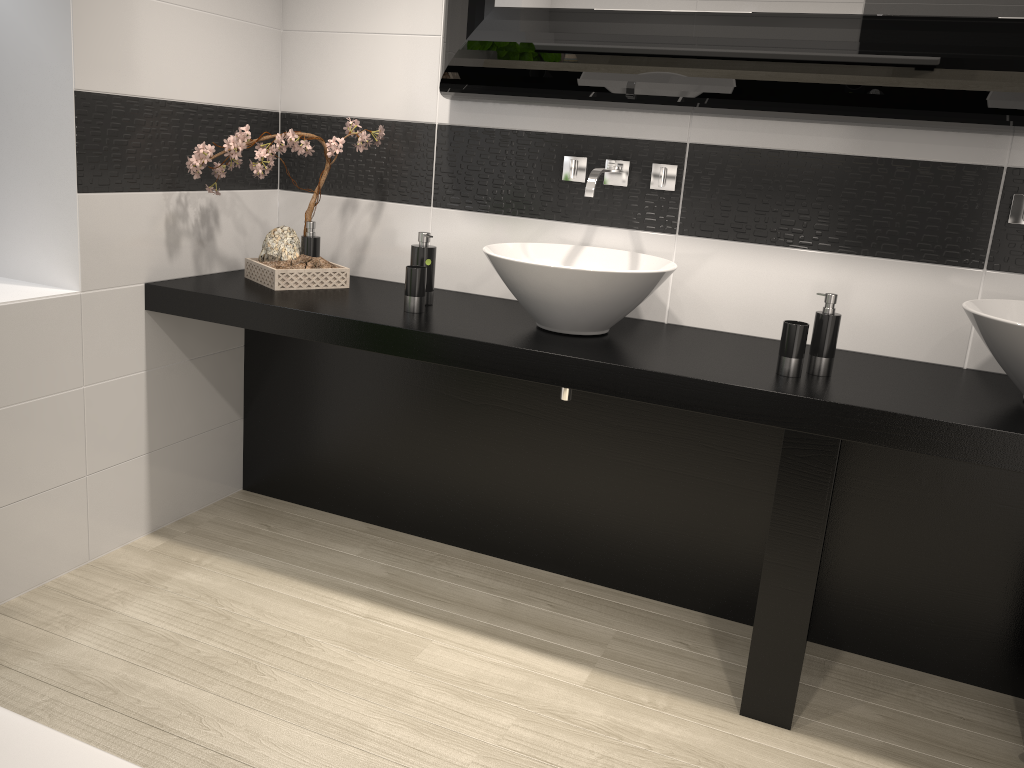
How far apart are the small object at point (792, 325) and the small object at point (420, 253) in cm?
109

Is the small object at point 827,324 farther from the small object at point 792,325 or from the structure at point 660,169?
the structure at point 660,169

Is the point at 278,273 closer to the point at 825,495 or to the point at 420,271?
the point at 420,271

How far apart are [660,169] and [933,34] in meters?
0.8

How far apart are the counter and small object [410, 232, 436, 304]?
0.0 meters

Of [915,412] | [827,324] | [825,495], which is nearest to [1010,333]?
[915,412]

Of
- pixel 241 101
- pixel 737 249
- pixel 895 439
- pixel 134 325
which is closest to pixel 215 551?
pixel 134 325

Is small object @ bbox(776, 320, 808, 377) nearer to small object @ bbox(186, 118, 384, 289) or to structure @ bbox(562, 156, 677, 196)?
structure @ bbox(562, 156, 677, 196)

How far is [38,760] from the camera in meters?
1.0 m

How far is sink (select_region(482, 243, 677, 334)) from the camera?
2.3 meters
